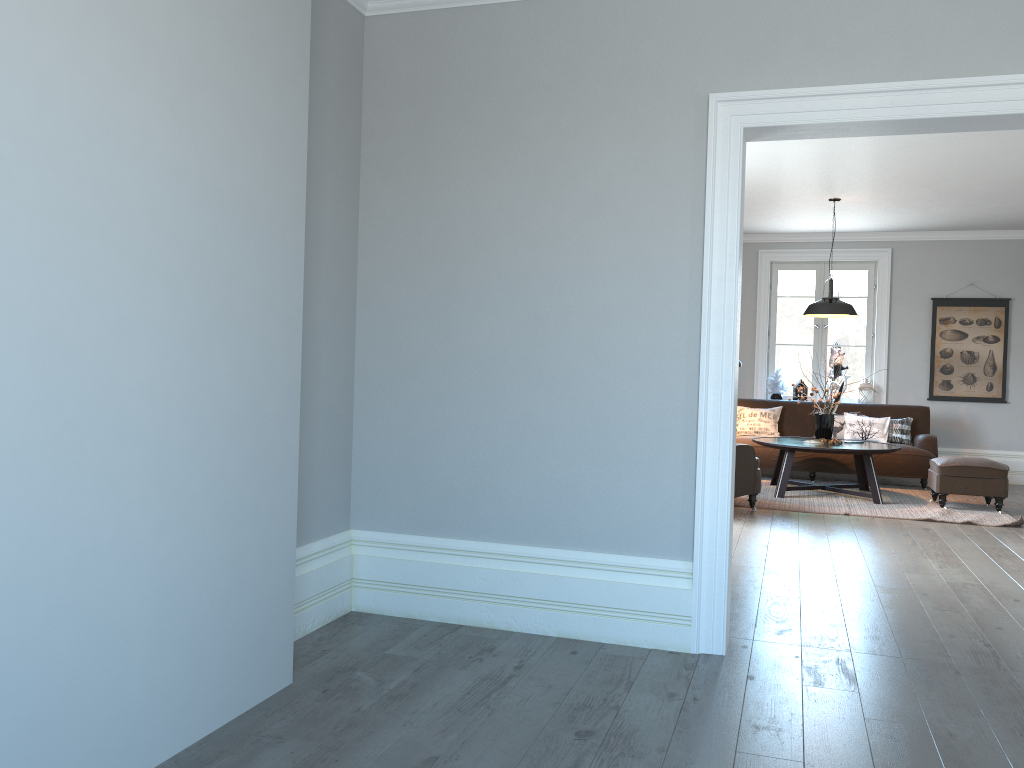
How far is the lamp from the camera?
7.97m

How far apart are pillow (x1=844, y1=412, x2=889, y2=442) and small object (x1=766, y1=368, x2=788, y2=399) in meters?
1.0 m

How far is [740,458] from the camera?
6.95m

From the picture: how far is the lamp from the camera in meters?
8.0

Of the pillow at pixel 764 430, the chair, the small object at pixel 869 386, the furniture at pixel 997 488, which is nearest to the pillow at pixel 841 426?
the pillow at pixel 764 430

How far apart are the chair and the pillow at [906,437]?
2.87m

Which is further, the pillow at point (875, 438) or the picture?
the picture

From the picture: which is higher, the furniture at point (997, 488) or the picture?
the picture

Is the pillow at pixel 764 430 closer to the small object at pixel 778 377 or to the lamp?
the small object at pixel 778 377

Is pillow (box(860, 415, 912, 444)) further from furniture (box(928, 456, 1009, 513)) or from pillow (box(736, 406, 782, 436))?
furniture (box(928, 456, 1009, 513))
